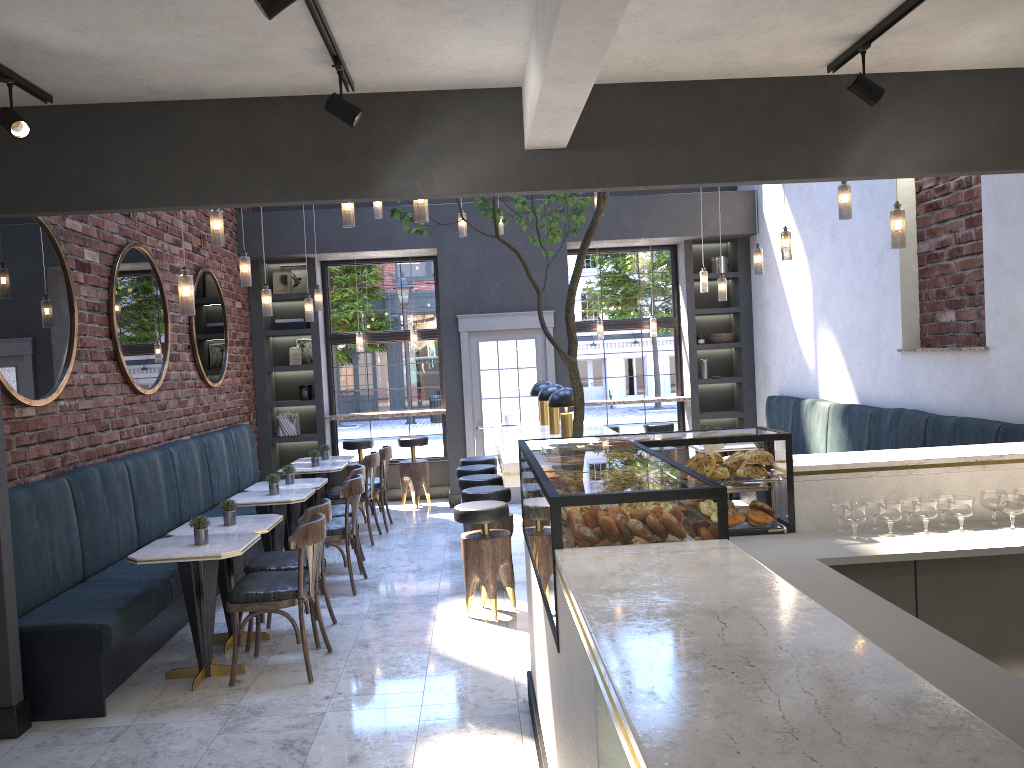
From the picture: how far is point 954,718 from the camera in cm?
128

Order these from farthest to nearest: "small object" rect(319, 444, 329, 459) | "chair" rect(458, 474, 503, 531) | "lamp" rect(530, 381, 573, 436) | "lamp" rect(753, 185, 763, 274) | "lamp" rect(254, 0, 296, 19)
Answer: "small object" rect(319, 444, 329, 459)
"lamp" rect(753, 185, 763, 274)
"chair" rect(458, 474, 503, 531)
"lamp" rect(530, 381, 573, 436)
"lamp" rect(254, 0, 296, 19)

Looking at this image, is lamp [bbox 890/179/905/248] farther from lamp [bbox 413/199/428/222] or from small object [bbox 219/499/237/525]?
small object [bbox 219/499/237/525]

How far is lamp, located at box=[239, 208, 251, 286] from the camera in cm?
664

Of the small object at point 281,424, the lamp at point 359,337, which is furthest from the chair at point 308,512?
the lamp at point 359,337

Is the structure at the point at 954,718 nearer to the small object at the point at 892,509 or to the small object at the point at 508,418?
the small object at the point at 892,509

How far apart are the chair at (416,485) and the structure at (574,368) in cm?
447

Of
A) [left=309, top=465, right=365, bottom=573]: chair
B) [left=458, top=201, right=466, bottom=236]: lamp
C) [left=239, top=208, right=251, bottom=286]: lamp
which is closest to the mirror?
[left=239, top=208, right=251, bottom=286]: lamp

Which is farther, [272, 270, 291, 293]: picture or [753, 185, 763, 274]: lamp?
[272, 270, 291, 293]: picture

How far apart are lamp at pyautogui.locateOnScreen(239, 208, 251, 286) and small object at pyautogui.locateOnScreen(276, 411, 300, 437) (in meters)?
4.14
